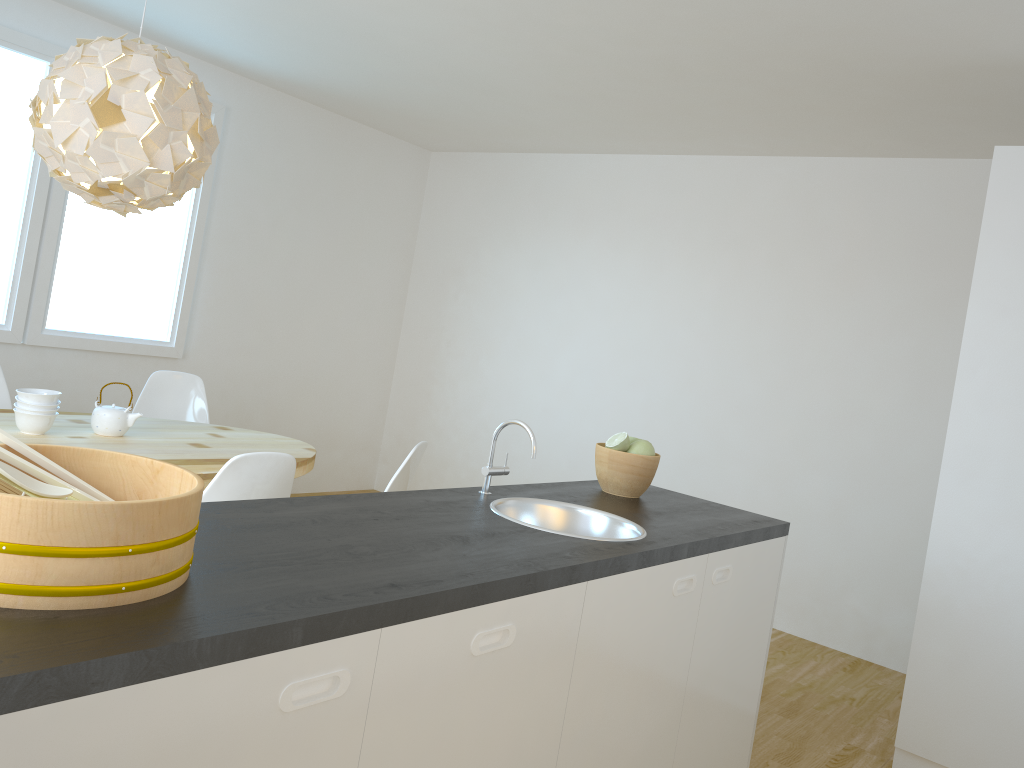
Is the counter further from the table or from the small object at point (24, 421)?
the small object at point (24, 421)

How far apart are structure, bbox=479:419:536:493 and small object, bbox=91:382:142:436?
1.79m

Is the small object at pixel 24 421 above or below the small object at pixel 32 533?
below

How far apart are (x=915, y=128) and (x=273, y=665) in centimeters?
411cm

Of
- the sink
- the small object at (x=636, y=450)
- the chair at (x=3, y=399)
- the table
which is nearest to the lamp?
the table

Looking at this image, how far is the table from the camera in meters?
3.3

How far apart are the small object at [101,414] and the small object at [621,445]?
1.9m

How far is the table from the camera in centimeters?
329cm

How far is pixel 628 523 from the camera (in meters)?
2.36

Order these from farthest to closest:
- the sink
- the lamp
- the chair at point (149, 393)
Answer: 1. the chair at point (149, 393)
2. the lamp
3. the sink
